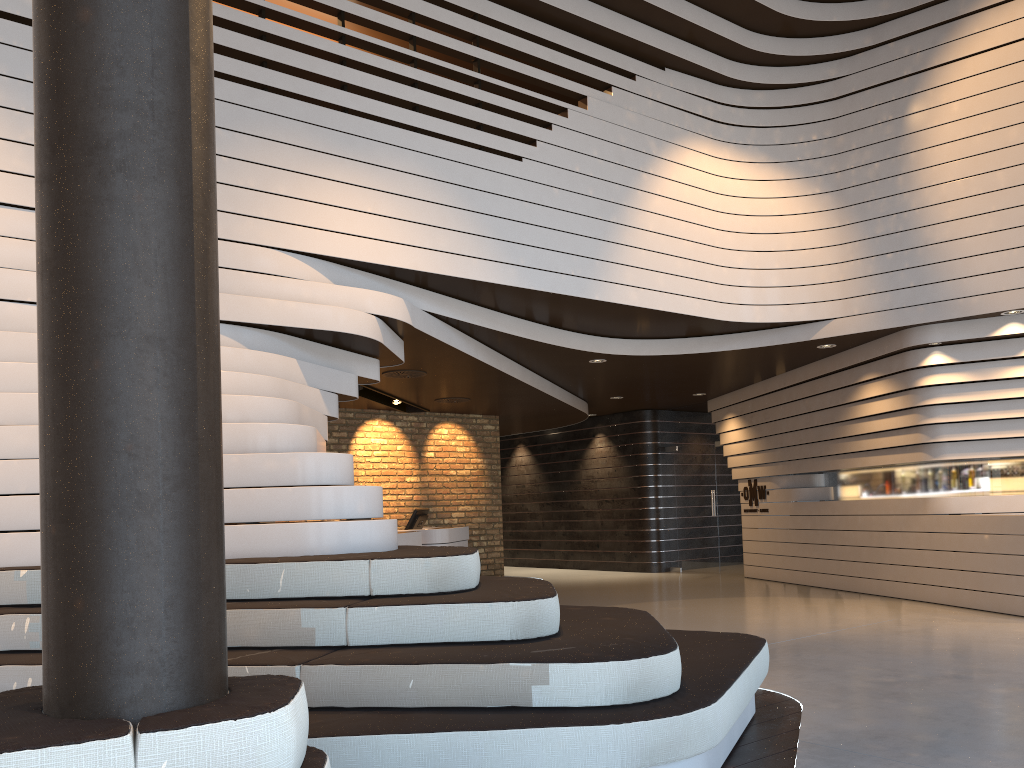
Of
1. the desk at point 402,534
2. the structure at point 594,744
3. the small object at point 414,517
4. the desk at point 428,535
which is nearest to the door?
the desk at point 428,535

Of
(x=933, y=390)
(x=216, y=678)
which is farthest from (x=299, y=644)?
(x=933, y=390)

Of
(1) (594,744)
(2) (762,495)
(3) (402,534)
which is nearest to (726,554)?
(2) (762,495)

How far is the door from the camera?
13.4 meters

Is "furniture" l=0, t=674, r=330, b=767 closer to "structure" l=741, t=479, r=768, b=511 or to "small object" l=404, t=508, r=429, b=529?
"small object" l=404, t=508, r=429, b=529

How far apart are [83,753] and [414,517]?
9.3m

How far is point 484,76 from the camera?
7.24m

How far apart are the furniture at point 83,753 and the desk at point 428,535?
8.26m

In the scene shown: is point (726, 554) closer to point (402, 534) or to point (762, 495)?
point (762, 495)

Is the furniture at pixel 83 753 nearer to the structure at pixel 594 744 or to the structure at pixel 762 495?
the structure at pixel 594 744
